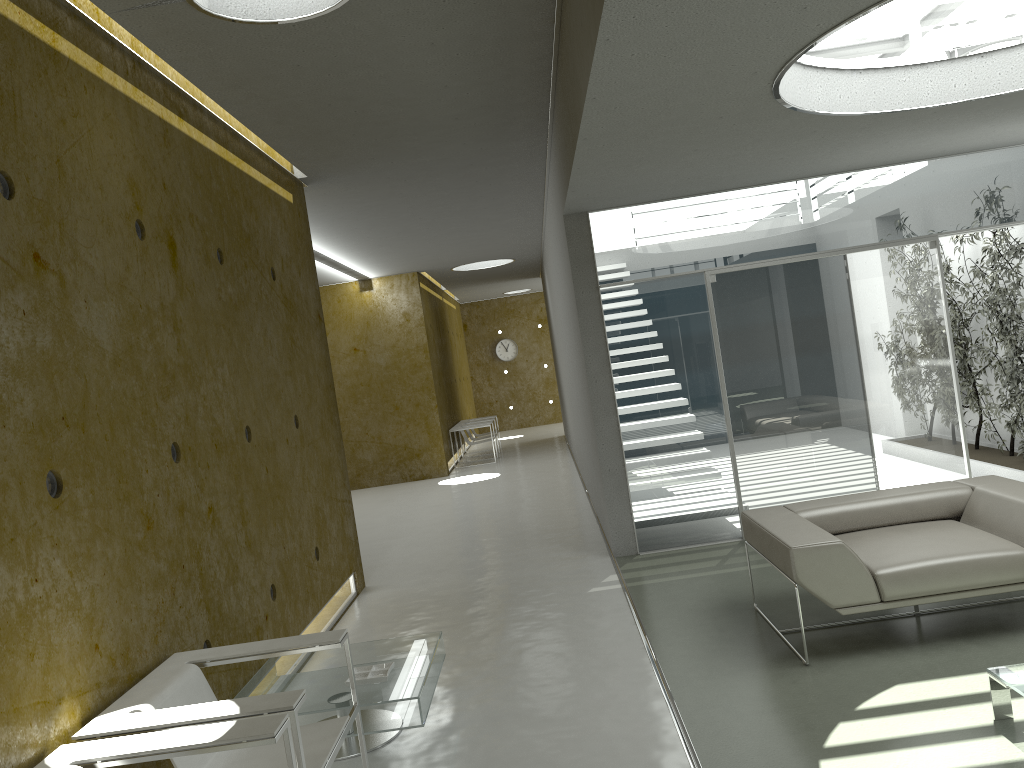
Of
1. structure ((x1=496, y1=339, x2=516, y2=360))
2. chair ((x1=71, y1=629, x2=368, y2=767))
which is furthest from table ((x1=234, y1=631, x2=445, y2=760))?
structure ((x1=496, y1=339, x2=516, y2=360))

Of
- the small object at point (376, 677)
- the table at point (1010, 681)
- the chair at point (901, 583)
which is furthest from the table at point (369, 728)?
the table at point (1010, 681)

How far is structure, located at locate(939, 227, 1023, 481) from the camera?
7.3m

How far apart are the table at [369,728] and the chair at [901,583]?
1.74m

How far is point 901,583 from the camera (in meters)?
4.13

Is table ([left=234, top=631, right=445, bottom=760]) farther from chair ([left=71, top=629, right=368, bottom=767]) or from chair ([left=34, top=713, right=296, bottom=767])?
chair ([left=34, top=713, right=296, bottom=767])

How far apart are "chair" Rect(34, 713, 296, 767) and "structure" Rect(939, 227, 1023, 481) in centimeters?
653cm

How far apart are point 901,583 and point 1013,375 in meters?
4.0 m

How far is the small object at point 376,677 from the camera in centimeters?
394cm

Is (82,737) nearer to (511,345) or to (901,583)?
(901,583)
